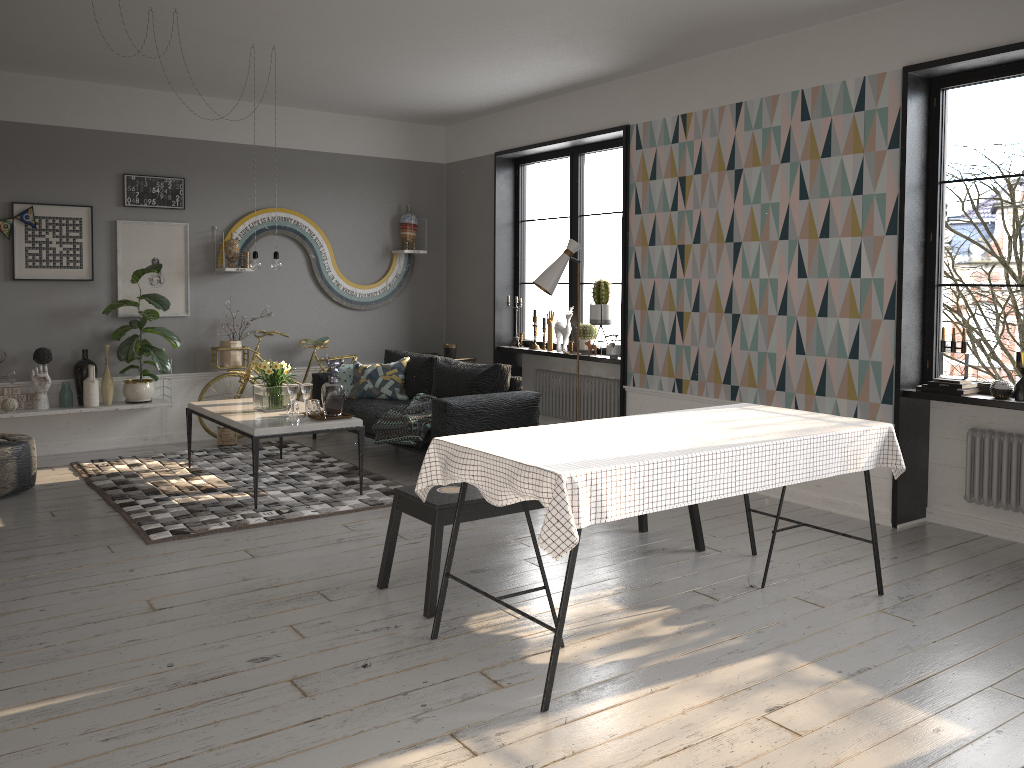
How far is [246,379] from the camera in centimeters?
778cm

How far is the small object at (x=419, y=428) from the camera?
6.2 meters

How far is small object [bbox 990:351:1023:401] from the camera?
4.6m

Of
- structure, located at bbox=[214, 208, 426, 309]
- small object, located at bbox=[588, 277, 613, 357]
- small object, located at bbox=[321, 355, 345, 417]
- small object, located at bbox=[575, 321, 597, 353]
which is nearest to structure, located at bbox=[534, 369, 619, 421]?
small object, located at bbox=[575, 321, 597, 353]

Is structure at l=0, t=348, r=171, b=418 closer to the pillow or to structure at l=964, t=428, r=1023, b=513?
the pillow

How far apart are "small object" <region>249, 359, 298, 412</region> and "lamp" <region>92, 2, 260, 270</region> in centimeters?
66cm

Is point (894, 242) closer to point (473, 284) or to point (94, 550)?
point (473, 284)

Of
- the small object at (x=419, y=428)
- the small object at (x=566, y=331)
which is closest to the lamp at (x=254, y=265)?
the small object at (x=419, y=428)

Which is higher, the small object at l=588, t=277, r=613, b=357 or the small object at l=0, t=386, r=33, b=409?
the small object at l=588, t=277, r=613, b=357

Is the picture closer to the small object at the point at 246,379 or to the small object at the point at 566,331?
the small object at the point at 246,379
